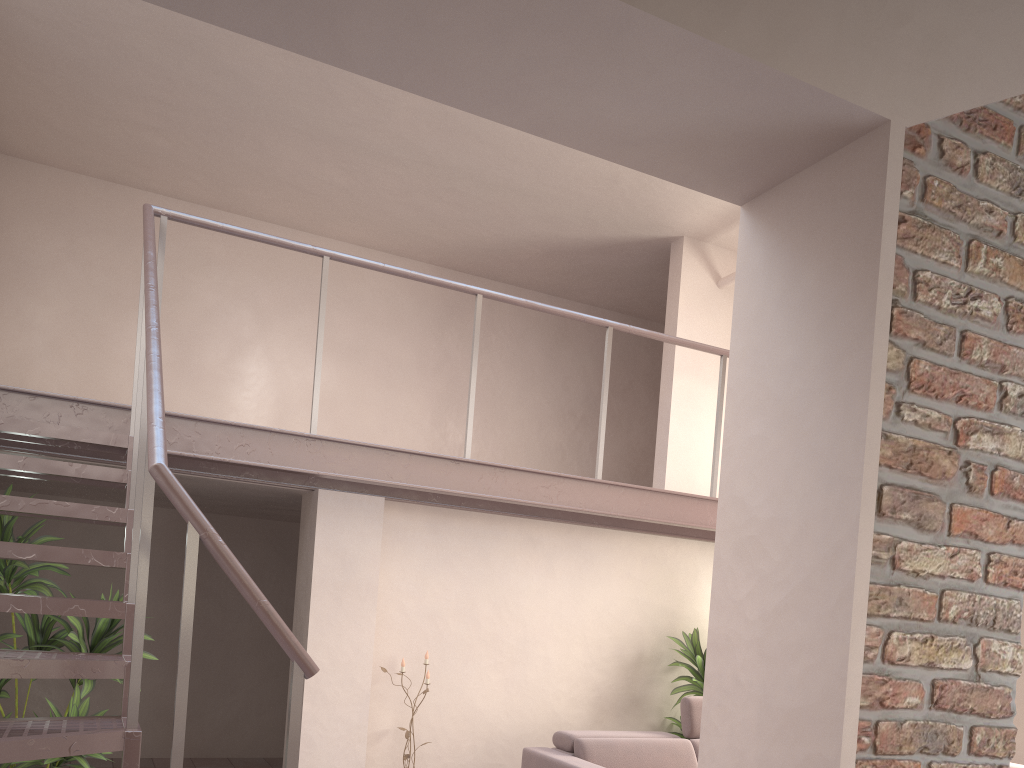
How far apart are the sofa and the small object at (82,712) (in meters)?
2.24

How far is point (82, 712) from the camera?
4.45m

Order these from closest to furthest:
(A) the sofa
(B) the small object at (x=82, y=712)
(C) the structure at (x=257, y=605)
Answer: (C) the structure at (x=257, y=605) → (B) the small object at (x=82, y=712) → (A) the sofa

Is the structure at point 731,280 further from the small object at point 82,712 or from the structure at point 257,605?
the small object at point 82,712

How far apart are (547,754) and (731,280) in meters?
4.0 m

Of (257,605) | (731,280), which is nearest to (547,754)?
(257,605)

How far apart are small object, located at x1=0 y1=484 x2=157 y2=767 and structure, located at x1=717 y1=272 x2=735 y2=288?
4.9m

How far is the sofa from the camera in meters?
5.2 m

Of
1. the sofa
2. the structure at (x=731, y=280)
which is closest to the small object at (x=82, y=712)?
the sofa

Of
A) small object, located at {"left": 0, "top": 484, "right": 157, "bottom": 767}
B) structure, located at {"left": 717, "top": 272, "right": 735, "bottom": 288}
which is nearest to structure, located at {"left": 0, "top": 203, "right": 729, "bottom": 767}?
small object, located at {"left": 0, "top": 484, "right": 157, "bottom": 767}
